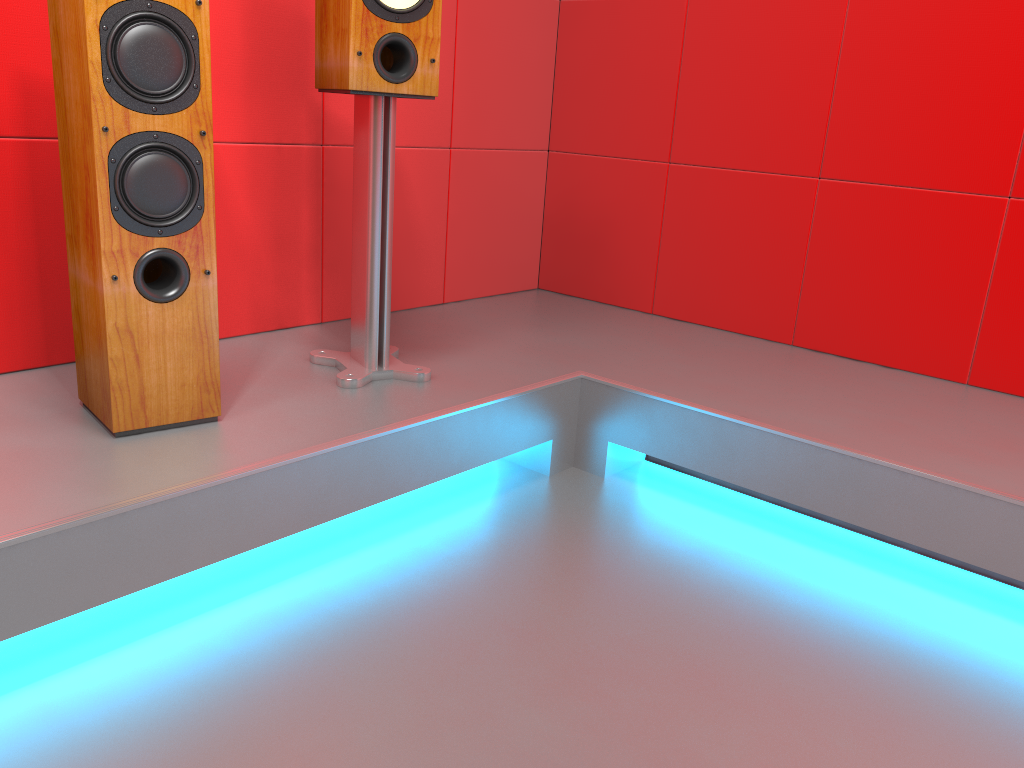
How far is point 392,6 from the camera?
1.8m

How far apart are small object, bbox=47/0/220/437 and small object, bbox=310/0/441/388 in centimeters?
33cm

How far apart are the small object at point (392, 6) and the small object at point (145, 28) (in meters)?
0.33

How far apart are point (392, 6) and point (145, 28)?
0.54m

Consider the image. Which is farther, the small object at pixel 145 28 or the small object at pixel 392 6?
the small object at pixel 392 6

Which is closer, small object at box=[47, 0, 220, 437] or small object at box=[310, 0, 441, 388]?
small object at box=[47, 0, 220, 437]

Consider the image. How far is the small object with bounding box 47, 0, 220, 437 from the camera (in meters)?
1.47

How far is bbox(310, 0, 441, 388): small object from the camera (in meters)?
1.82

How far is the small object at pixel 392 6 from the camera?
1.8 meters

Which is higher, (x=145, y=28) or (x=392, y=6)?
(x=392, y=6)
